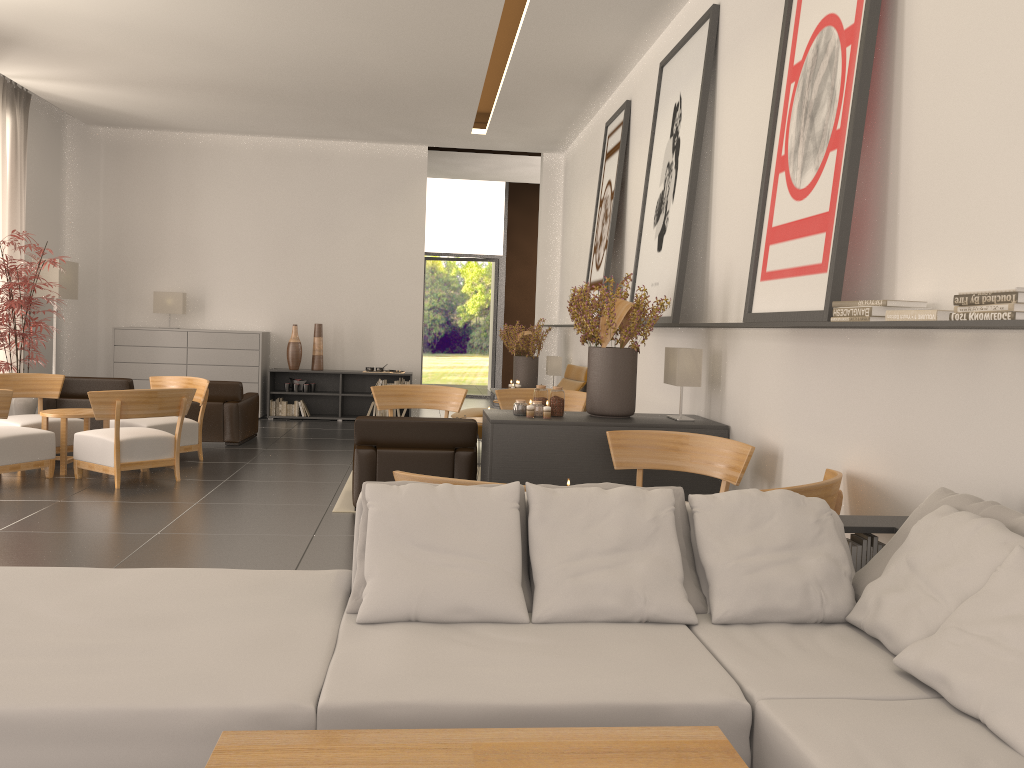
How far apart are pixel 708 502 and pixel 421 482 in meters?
1.5 m

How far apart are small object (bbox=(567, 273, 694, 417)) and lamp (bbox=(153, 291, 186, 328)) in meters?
12.2 m

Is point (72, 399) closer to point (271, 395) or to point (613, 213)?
point (271, 395)

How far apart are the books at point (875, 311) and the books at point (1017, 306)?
0.84m

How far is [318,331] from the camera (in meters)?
19.43

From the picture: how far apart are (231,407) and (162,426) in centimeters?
214cm

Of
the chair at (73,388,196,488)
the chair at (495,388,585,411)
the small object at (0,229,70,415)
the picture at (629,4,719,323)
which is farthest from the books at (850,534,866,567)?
the small object at (0,229,70,415)

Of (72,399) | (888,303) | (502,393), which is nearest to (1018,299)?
(888,303)

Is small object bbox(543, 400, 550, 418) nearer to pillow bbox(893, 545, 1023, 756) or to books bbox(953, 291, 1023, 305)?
books bbox(953, 291, 1023, 305)

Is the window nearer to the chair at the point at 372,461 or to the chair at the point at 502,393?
the chair at the point at 502,393
